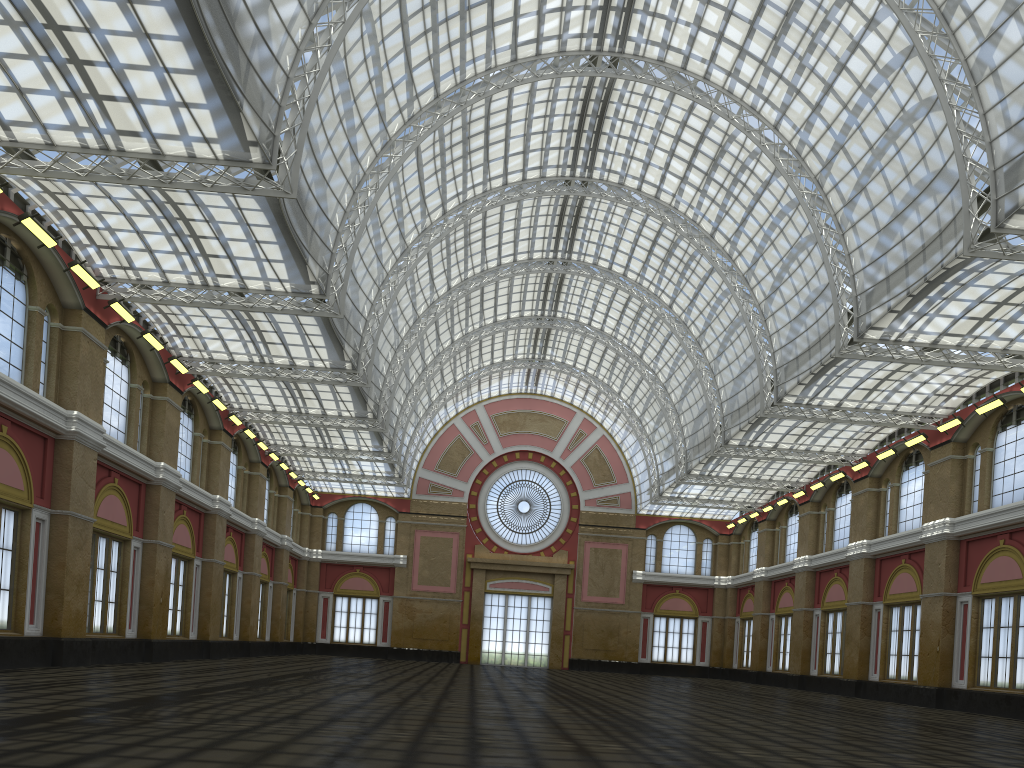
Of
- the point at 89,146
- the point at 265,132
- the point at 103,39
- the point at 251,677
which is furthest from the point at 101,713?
the point at 103,39
